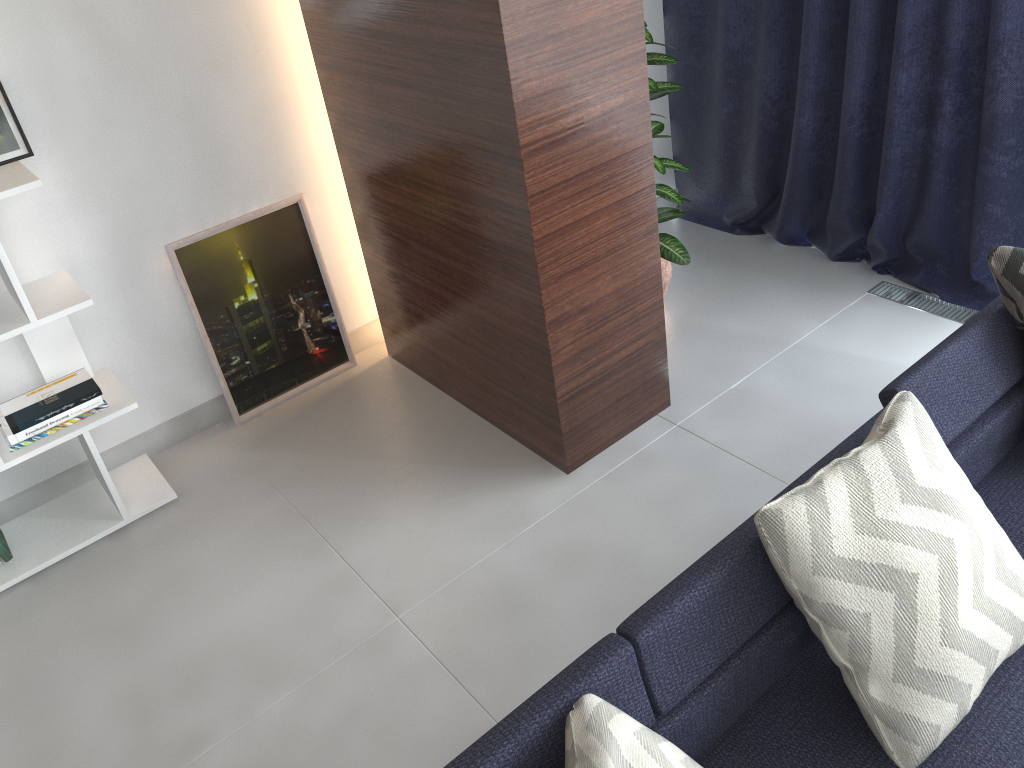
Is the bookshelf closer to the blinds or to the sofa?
the sofa

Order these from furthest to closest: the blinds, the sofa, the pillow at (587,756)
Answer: the blinds
the sofa
the pillow at (587,756)

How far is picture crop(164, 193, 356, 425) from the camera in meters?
3.0

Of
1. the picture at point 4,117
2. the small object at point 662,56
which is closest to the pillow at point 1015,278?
the small object at point 662,56

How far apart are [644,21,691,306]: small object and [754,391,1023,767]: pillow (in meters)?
1.48

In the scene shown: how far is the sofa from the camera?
1.4m

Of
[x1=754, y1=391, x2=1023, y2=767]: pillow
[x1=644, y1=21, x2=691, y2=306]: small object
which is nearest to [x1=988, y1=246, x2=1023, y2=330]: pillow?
A: [x1=754, y1=391, x2=1023, y2=767]: pillow

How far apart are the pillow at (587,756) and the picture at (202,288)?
2.1m

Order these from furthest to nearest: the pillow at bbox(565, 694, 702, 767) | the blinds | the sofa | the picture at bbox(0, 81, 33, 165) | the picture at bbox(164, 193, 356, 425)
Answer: the picture at bbox(164, 193, 356, 425), the blinds, the picture at bbox(0, 81, 33, 165), the sofa, the pillow at bbox(565, 694, 702, 767)

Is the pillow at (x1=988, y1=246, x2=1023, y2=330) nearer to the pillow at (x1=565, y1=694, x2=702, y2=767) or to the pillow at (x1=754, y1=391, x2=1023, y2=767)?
the pillow at (x1=754, y1=391, x2=1023, y2=767)
